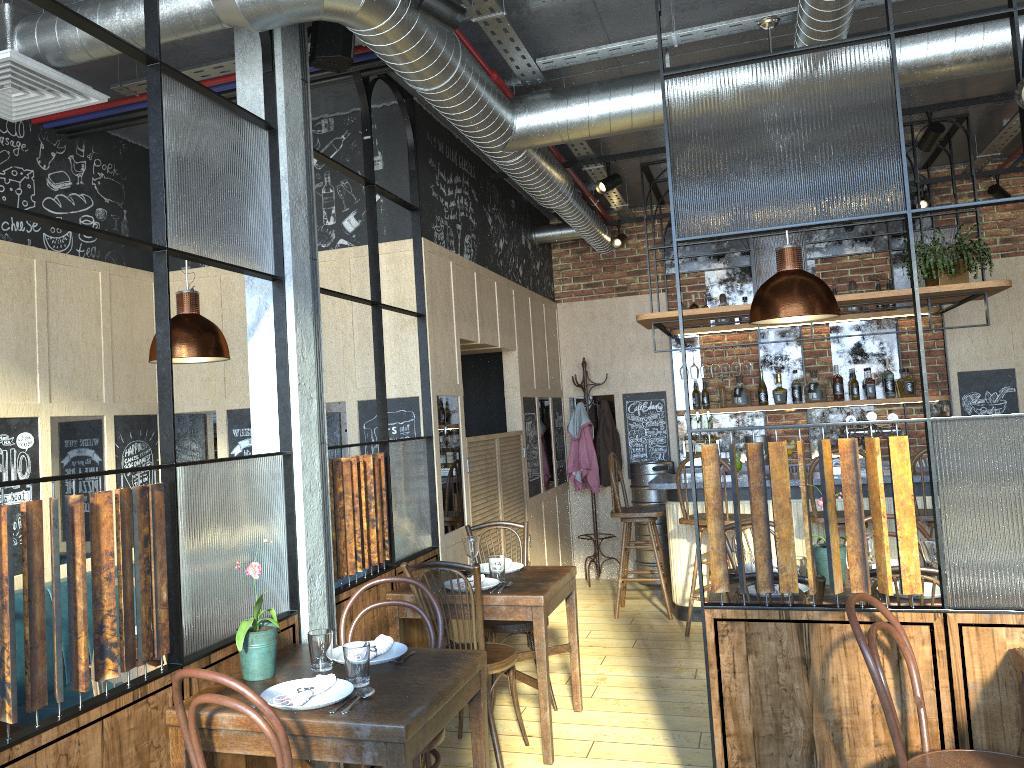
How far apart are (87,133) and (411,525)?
2.7m

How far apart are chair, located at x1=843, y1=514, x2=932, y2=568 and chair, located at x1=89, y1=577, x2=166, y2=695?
3.57m

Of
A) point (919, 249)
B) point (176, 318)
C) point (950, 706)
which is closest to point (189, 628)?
point (176, 318)

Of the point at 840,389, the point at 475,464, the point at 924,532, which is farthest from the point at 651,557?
the point at 924,532

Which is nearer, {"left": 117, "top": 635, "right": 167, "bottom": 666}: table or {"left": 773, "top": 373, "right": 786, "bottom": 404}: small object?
{"left": 117, "top": 635, "right": 167, "bottom": 666}: table

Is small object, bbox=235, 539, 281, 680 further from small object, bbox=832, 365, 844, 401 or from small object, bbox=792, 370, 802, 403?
small object, bbox=832, 365, 844, 401

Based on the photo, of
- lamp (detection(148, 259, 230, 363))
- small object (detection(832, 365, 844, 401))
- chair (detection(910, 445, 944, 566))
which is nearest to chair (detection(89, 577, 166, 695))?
lamp (detection(148, 259, 230, 363))

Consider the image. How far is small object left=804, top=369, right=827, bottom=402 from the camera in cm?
751

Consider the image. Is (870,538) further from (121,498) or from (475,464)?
(121,498)

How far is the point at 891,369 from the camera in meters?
7.5 m
